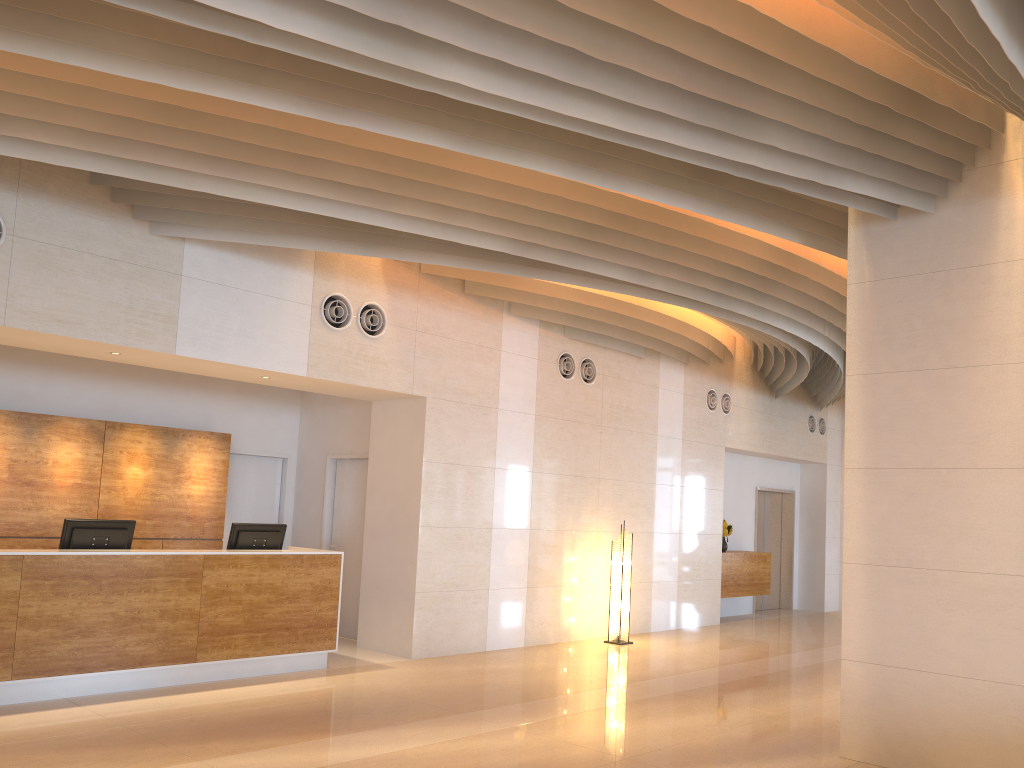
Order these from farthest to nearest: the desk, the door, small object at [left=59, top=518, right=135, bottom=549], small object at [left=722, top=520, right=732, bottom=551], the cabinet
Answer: the door, small object at [left=722, top=520, right=732, bottom=551], the cabinet, small object at [left=59, top=518, right=135, bottom=549], the desk

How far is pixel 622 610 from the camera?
10.4m

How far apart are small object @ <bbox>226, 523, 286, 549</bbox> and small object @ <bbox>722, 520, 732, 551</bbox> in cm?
738

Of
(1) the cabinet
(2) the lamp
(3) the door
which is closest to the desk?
(2) the lamp

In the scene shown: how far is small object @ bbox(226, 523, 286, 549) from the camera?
7.8m

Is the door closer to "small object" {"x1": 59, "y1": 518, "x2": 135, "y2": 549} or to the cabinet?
the cabinet

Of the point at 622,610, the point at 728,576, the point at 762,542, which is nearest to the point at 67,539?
the point at 622,610

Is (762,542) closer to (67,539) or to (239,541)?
(239,541)

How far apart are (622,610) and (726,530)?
3.5m

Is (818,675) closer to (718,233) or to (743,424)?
(718,233)
